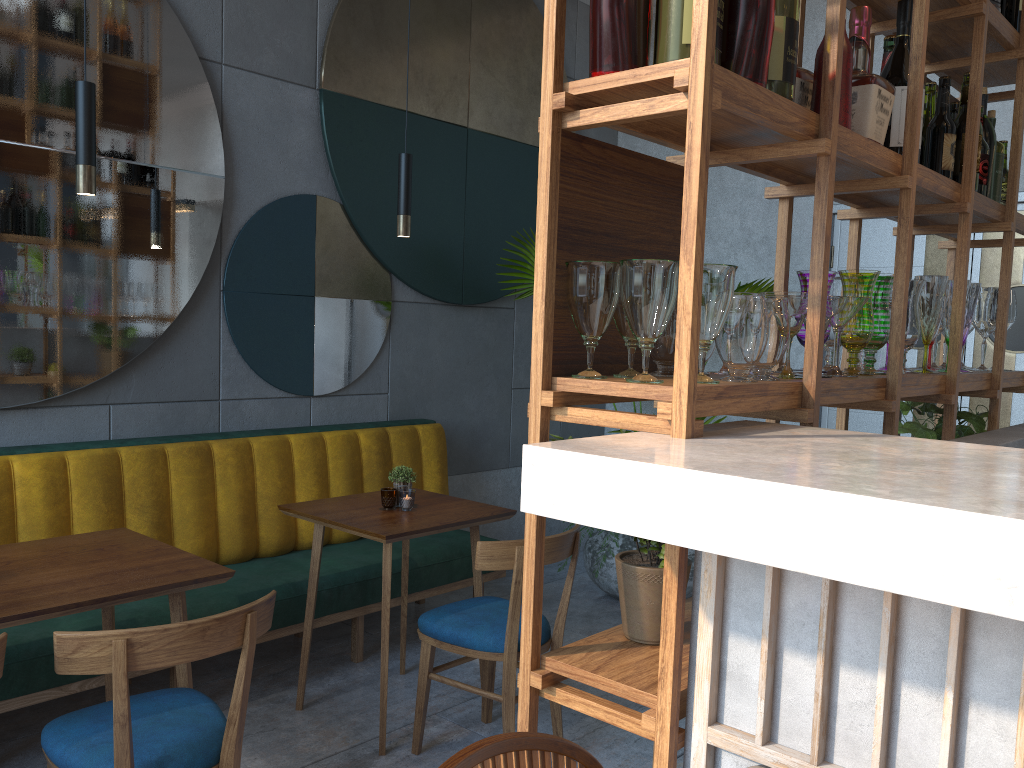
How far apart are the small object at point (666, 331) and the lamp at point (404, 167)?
1.8m

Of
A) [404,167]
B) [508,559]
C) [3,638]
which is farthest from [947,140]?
[3,638]

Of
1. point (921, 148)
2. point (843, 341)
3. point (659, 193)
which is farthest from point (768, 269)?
point (659, 193)

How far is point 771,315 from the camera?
1.41m

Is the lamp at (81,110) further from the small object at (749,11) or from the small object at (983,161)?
the small object at (983,161)

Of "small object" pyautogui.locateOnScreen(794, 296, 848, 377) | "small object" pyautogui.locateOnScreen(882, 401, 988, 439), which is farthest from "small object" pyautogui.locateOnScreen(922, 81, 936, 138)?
"small object" pyautogui.locateOnScreen(794, 296, 848, 377)

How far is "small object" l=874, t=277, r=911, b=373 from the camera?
2.0m

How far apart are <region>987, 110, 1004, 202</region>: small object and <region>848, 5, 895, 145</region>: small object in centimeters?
106cm

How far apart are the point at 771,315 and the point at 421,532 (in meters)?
1.73

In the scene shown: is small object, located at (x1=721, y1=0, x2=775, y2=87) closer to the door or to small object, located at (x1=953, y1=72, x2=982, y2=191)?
small object, located at (x1=953, y1=72, x2=982, y2=191)
